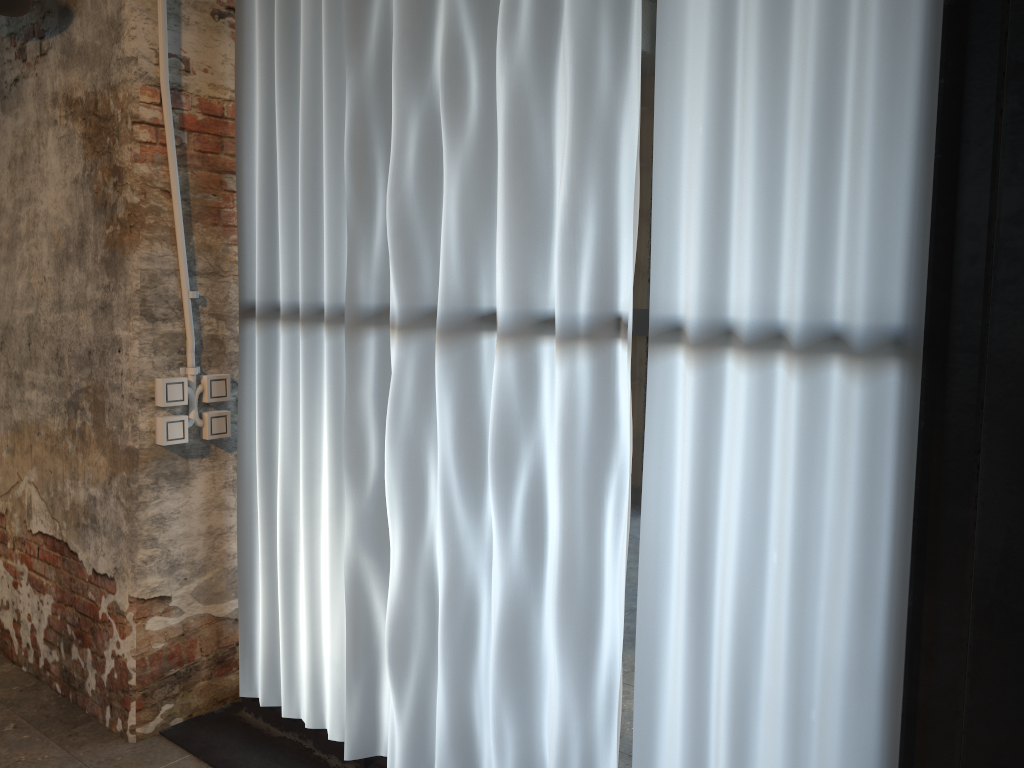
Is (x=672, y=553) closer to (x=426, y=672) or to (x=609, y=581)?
(x=609, y=581)

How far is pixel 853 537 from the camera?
1.6 meters

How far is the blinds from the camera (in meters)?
1.60

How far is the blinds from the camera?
1.60m
